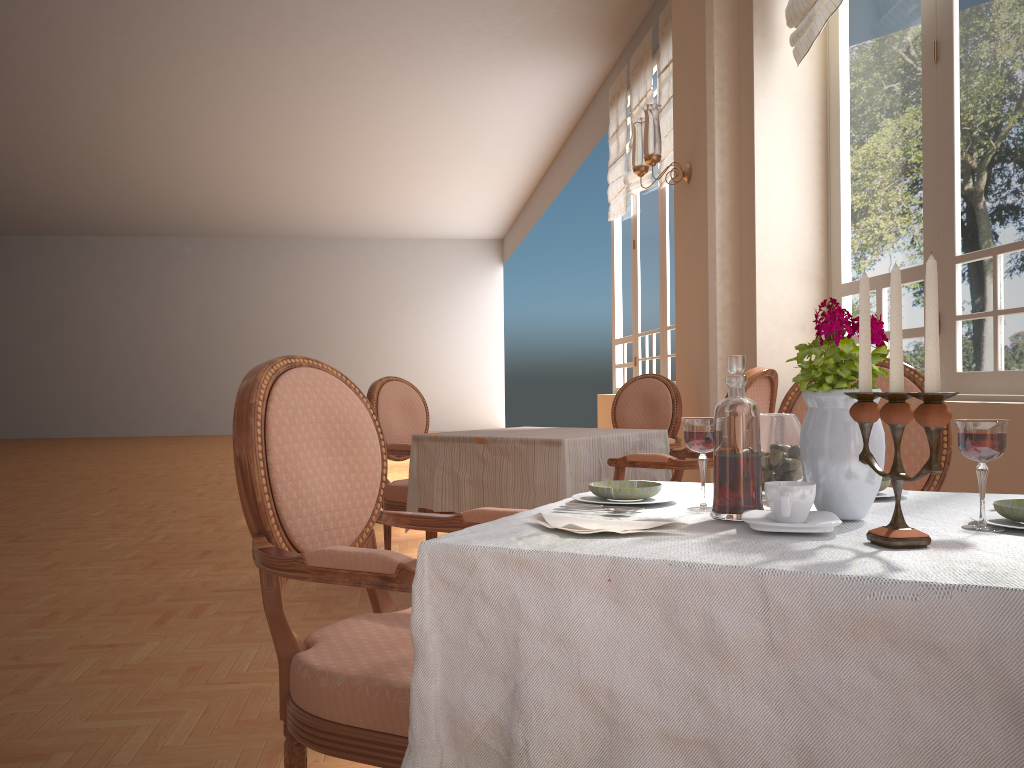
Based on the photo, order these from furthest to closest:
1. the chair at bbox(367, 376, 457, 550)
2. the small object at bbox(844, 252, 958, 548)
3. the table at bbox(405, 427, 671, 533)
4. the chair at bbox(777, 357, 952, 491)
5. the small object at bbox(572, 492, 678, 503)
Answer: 1. the chair at bbox(367, 376, 457, 550)
2. the table at bbox(405, 427, 671, 533)
3. the chair at bbox(777, 357, 952, 491)
4. the small object at bbox(572, 492, 678, 503)
5. the small object at bbox(844, 252, 958, 548)

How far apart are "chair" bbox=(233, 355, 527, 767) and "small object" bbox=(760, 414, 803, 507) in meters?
0.5 m

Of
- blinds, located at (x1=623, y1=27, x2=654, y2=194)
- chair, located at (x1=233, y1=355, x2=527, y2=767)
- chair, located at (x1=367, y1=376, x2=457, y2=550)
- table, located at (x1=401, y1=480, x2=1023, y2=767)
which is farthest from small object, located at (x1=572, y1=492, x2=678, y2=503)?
blinds, located at (x1=623, y1=27, x2=654, y2=194)

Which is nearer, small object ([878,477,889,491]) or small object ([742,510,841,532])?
small object ([742,510,841,532])

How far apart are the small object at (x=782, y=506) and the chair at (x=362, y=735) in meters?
0.5

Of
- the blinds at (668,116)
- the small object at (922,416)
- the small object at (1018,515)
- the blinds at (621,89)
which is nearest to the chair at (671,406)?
the blinds at (668,116)

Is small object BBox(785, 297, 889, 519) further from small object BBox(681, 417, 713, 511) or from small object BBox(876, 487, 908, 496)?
small object BBox(876, 487, 908, 496)

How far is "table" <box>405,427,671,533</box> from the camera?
3.3m

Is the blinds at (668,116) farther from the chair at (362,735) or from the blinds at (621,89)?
the chair at (362,735)

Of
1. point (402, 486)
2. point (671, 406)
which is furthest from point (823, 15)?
point (402, 486)
